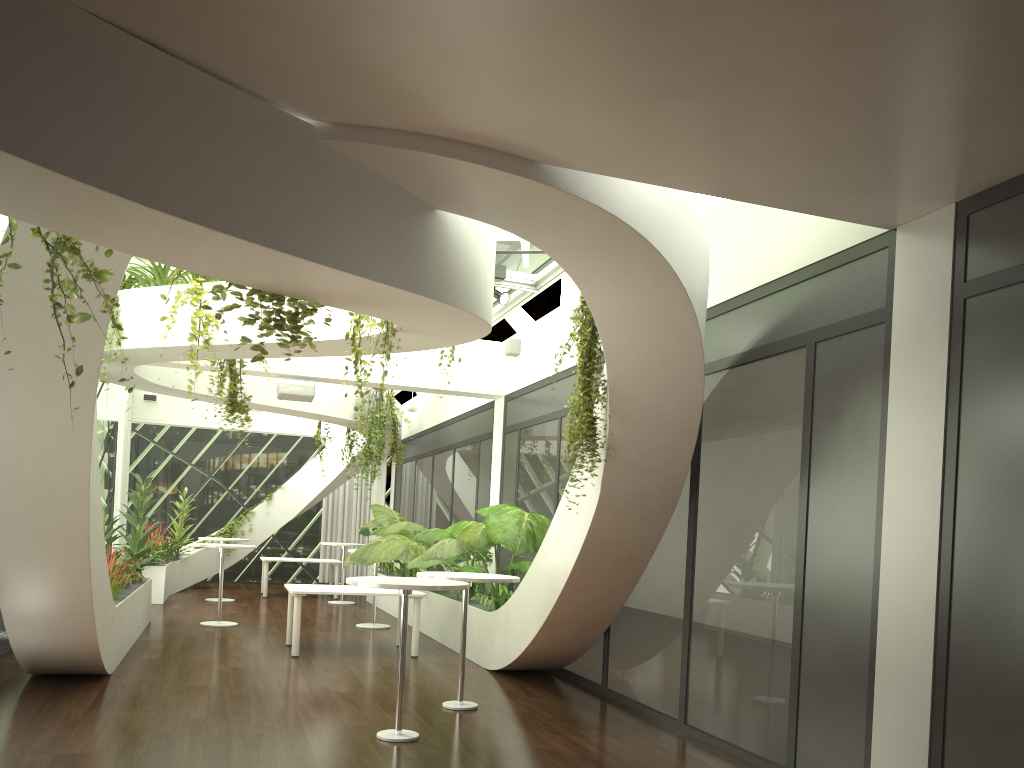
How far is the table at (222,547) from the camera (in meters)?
11.36

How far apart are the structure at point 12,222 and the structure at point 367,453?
7.98m

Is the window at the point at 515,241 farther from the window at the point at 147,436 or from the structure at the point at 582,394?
the window at the point at 147,436

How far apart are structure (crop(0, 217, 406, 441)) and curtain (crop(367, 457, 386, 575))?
12.9 meters

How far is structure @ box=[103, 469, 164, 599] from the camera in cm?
858

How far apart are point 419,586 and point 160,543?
10.6m

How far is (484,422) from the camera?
12.5 meters

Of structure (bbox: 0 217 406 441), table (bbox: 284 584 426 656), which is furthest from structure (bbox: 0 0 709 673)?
table (bbox: 284 584 426 656)

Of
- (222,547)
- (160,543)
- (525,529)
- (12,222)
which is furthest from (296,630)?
(160,543)

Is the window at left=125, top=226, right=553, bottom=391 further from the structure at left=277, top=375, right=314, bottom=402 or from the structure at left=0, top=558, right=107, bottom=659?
the structure at left=0, top=558, right=107, bottom=659
